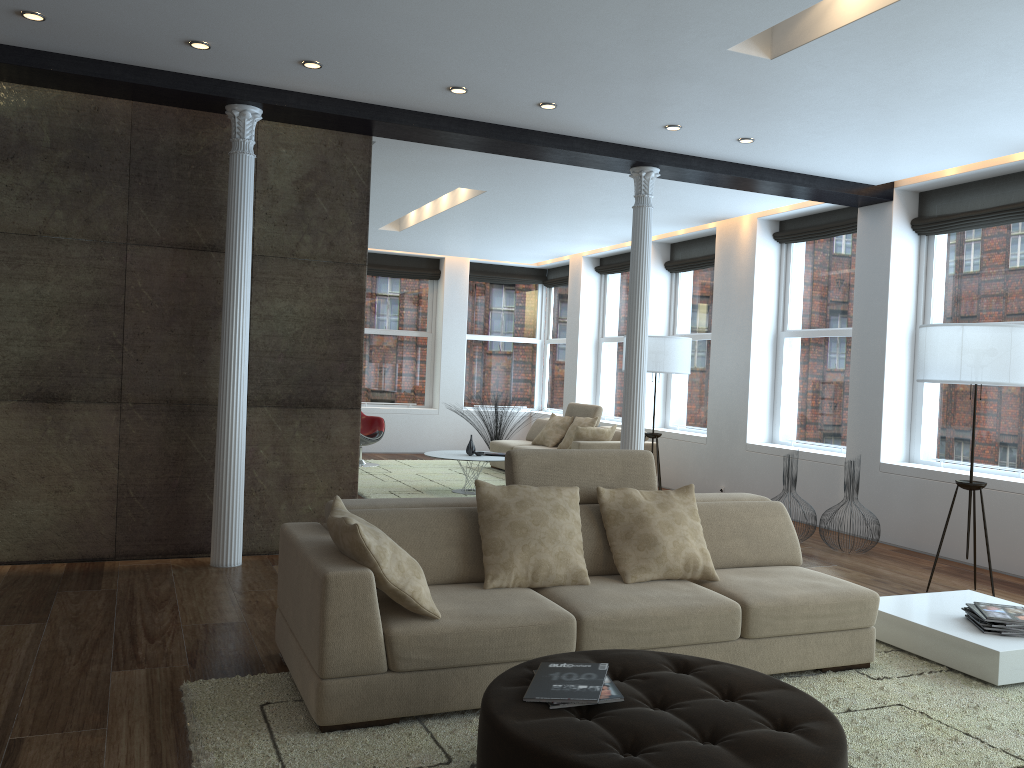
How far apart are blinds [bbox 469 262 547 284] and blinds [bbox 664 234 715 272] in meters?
3.7 m

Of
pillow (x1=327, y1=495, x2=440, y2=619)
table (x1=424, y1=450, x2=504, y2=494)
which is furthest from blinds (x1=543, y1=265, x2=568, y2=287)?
pillow (x1=327, y1=495, x2=440, y2=619)

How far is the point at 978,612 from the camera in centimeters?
425cm

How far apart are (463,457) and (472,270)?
5.5 meters

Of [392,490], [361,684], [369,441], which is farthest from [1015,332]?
[369,441]

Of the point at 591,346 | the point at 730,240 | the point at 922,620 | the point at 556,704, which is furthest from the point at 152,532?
the point at 591,346

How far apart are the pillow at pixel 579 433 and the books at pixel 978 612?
5.5m

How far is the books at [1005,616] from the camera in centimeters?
416cm

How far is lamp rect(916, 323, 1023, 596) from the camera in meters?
5.3 m

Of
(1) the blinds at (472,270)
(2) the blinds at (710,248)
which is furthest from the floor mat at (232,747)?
(1) the blinds at (472,270)
